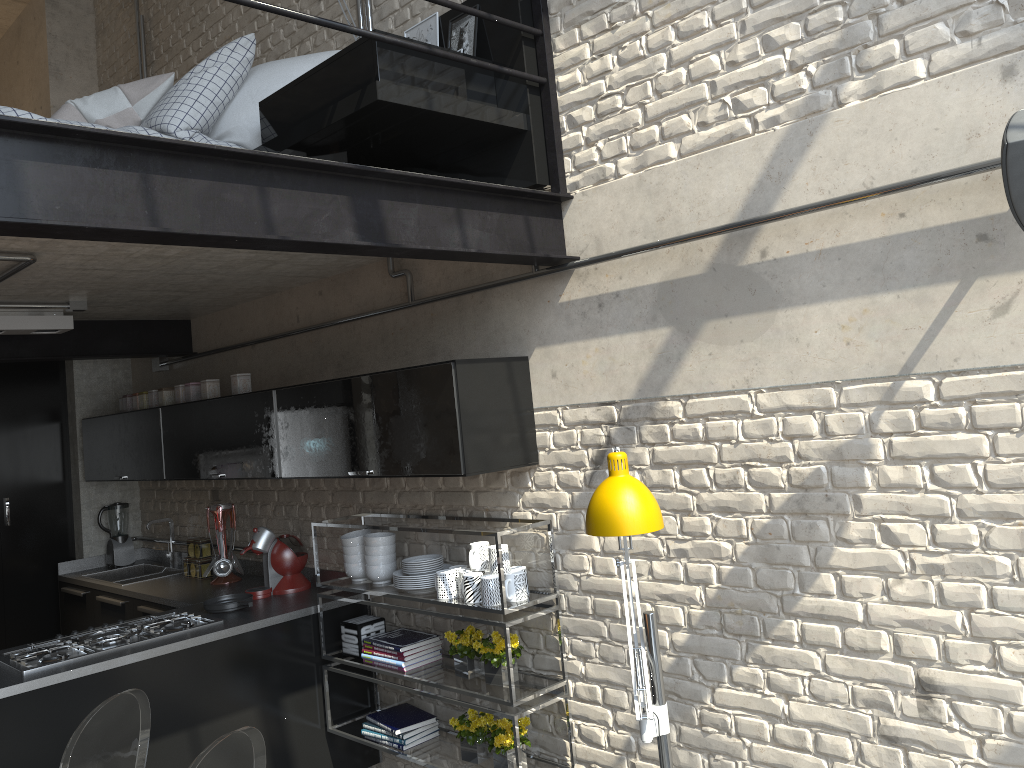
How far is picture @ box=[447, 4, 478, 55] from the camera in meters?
3.4 m

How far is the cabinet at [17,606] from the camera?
5.8m

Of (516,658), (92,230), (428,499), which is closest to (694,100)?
(92,230)

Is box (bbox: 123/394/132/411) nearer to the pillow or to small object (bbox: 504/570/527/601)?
the pillow

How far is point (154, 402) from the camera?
5.3 meters

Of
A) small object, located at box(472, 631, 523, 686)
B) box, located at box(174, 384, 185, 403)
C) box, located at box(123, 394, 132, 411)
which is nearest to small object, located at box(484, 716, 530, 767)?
small object, located at box(472, 631, 523, 686)

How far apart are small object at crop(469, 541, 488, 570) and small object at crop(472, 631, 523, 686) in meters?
0.3

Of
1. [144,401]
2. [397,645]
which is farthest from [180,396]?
[397,645]

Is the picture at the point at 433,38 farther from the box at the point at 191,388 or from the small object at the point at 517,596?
the box at the point at 191,388

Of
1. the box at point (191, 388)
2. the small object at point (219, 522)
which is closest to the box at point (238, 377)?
the box at point (191, 388)
